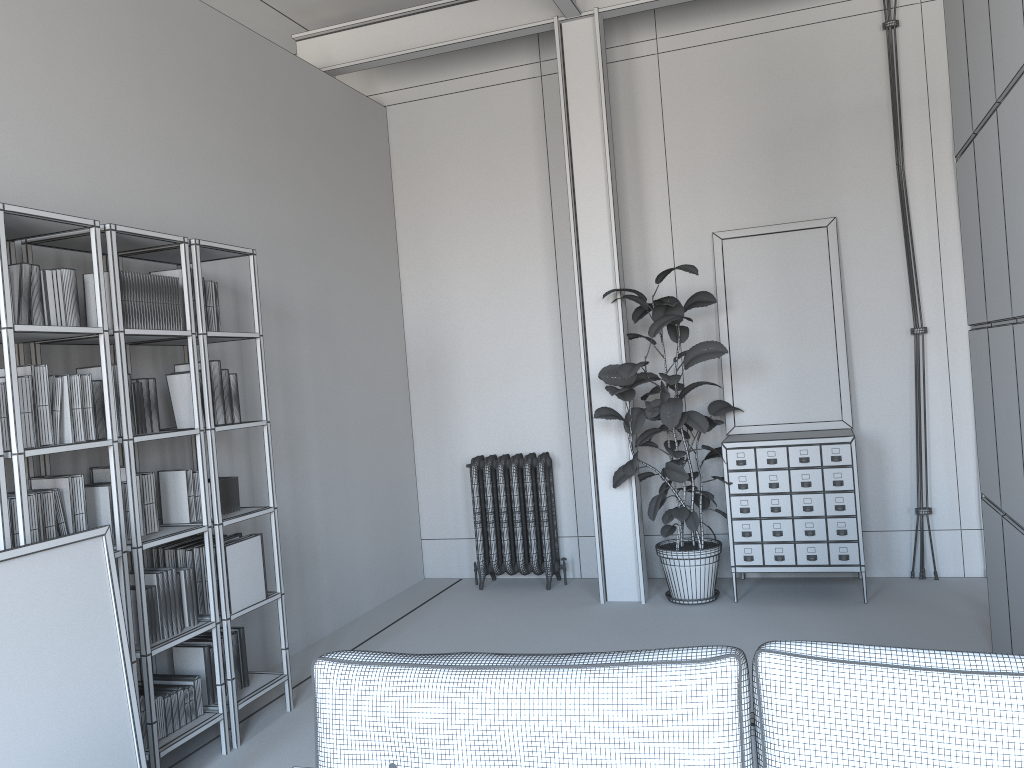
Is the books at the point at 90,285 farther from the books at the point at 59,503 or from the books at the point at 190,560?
the books at the point at 190,560

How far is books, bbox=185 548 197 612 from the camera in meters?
4.0 m

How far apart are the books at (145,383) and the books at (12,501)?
0.74m

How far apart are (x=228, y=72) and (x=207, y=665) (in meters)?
→ 3.26

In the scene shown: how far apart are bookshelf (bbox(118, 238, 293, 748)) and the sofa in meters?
2.0 m

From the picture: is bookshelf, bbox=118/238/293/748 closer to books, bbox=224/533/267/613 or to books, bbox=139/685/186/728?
books, bbox=224/533/267/613

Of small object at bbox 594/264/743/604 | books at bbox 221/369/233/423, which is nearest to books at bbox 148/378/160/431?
books at bbox 221/369/233/423

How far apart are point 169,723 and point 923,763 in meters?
3.0

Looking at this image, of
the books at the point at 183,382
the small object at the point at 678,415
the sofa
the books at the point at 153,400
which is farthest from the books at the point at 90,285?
the small object at the point at 678,415

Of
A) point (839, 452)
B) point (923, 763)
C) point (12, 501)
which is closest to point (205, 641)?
point (12, 501)
